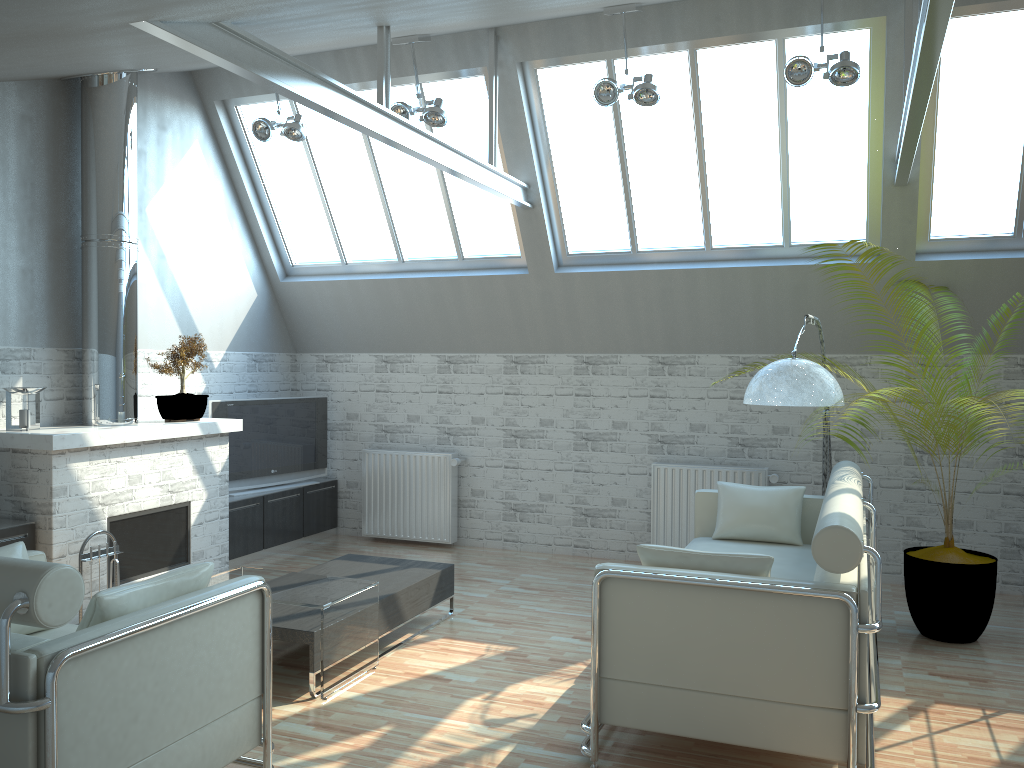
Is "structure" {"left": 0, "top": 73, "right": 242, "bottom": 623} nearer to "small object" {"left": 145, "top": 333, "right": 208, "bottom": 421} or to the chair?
"small object" {"left": 145, "top": 333, "right": 208, "bottom": 421}

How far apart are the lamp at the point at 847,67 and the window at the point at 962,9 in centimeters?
161cm

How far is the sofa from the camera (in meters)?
6.26

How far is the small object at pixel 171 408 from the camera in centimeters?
1219cm

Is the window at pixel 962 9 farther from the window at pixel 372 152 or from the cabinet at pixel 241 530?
the cabinet at pixel 241 530

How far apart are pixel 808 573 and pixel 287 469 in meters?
9.1

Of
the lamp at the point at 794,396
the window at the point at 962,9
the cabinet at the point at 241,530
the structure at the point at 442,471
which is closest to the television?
the cabinet at the point at 241,530

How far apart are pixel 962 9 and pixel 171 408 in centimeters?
1112cm

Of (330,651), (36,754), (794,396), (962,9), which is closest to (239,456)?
(330,651)

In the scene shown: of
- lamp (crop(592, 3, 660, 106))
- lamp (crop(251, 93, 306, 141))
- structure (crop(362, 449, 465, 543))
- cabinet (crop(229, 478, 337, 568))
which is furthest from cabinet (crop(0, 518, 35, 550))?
lamp (crop(592, 3, 660, 106))
